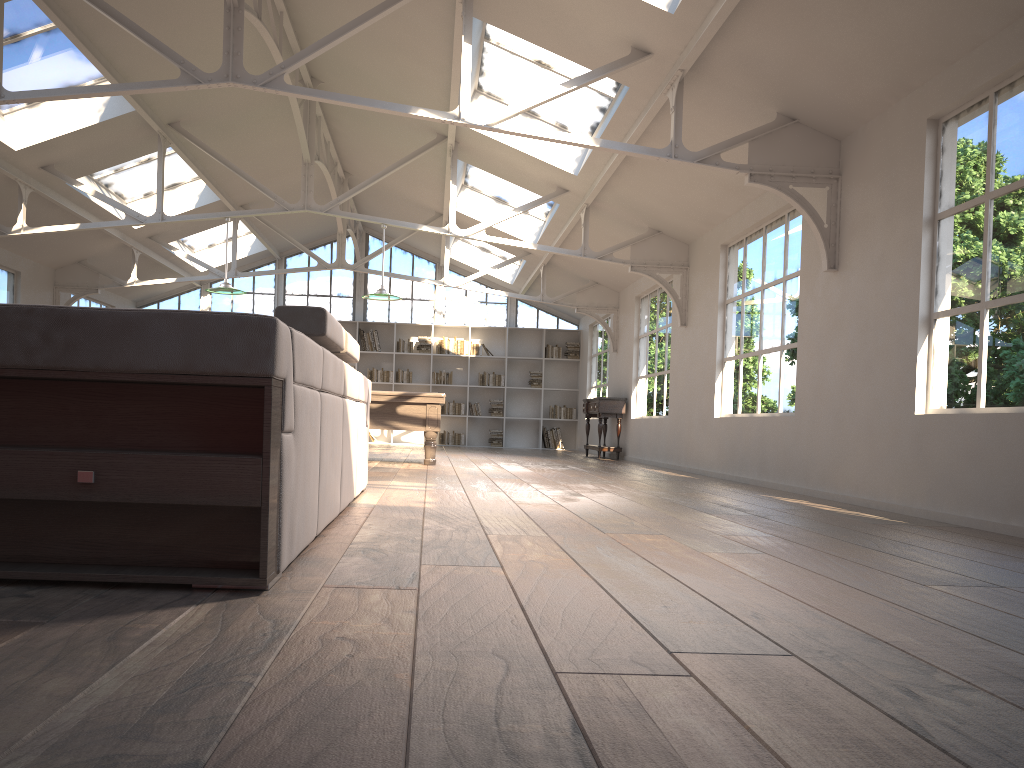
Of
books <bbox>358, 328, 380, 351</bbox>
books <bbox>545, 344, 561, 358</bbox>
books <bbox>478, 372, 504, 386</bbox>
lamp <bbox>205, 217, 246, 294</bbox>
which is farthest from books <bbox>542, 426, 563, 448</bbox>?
lamp <bbox>205, 217, 246, 294</bbox>

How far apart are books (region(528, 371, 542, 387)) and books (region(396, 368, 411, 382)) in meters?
2.4 m

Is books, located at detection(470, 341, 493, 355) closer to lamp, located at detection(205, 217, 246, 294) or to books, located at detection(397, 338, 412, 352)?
books, located at detection(397, 338, 412, 352)

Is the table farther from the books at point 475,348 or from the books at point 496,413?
the books at point 475,348

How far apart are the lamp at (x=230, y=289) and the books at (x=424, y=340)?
7.20m

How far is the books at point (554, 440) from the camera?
17.1m

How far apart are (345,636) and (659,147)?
6.88m

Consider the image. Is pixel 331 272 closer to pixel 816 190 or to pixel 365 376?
pixel 365 376

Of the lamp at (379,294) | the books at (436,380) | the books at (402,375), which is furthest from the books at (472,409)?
the lamp at (379,294)

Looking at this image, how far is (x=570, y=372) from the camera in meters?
17.5 m
